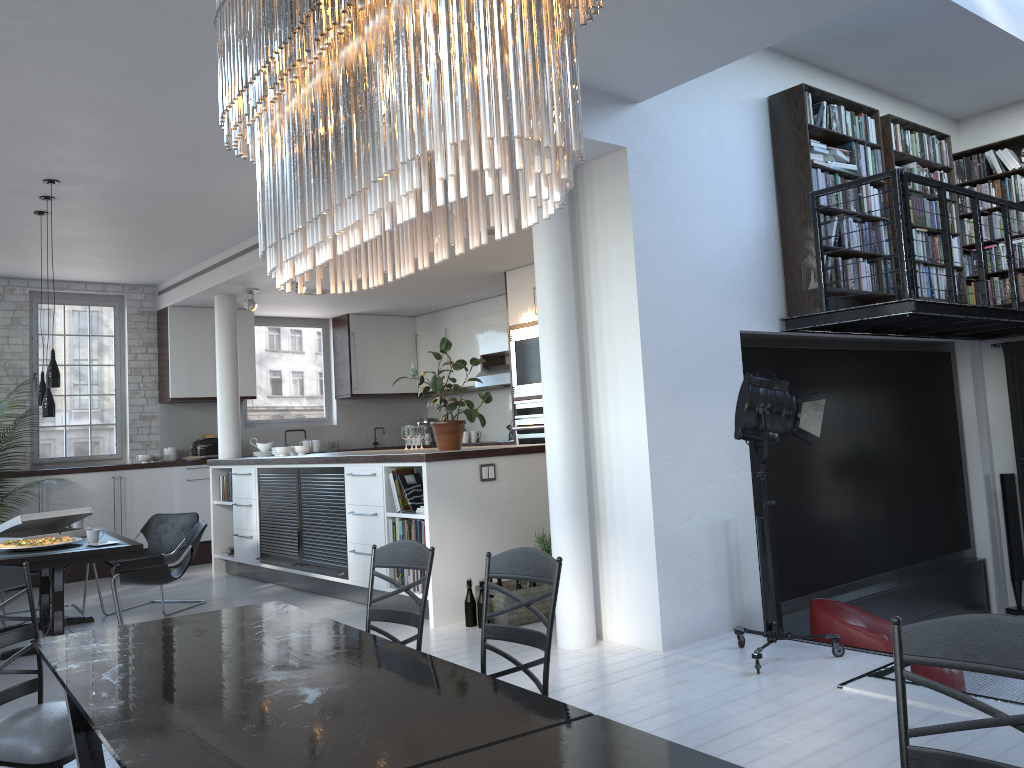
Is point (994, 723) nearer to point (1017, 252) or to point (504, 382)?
point (1017, 252)

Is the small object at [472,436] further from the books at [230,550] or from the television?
the television

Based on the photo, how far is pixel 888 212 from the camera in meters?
6.7

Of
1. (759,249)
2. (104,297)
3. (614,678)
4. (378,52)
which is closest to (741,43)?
(759,249)

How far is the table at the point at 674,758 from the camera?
1.7m

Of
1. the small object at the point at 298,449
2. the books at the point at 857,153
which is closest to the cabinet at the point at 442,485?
the small object at the point at 298,449

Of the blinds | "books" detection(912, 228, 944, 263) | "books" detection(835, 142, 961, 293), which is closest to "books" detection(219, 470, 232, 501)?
"books" detection(835, 142, 961, 293)

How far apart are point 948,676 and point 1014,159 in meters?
4.9 m

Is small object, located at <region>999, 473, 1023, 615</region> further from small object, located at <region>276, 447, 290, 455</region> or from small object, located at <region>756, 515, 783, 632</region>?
small object, located at <region>276, 447, 290, 455</region>

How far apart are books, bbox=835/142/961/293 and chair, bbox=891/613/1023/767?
5.4 meters
